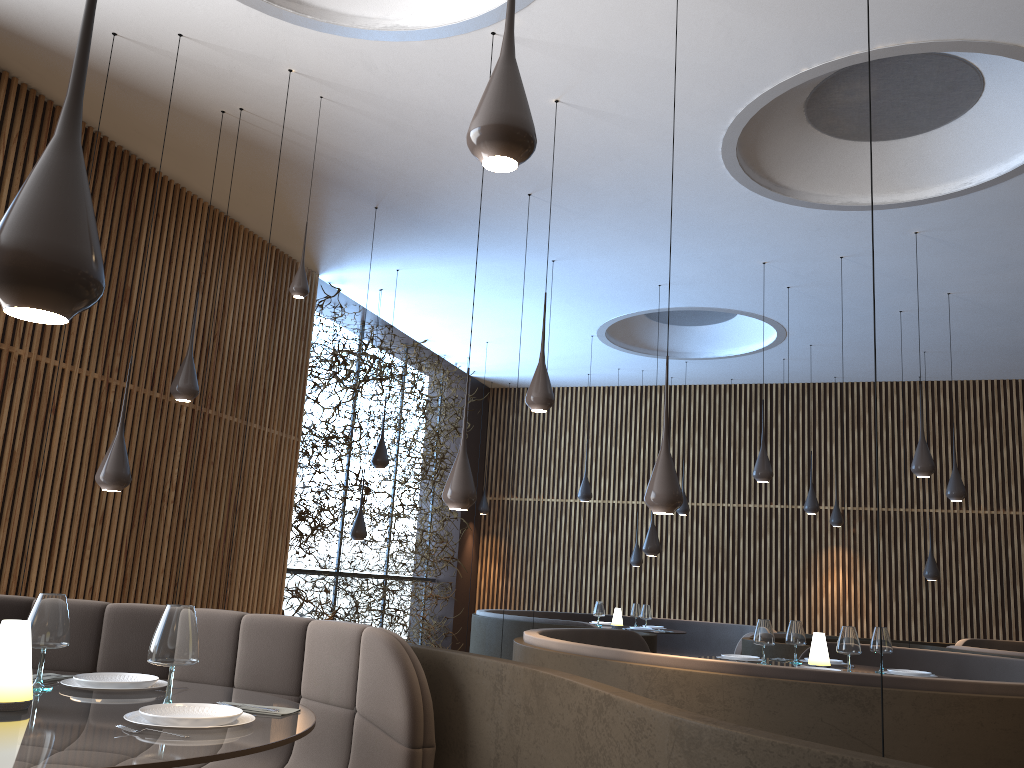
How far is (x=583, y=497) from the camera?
11.4 meters

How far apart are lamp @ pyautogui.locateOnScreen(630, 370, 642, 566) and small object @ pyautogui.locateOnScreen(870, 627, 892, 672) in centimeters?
704cm

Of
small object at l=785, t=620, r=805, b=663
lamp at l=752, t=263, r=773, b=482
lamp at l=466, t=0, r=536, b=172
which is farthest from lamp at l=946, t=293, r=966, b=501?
lamp at l=466, t=0, r=536, b=172

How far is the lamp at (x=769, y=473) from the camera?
8.43m

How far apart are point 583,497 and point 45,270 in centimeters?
1018cm

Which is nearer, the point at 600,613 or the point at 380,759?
the point at 380,759

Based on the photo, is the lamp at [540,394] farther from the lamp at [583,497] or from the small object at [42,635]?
the lamp at [583,497]

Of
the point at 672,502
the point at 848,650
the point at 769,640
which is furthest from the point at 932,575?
the point at 672,502

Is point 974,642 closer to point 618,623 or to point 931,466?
point 618,623

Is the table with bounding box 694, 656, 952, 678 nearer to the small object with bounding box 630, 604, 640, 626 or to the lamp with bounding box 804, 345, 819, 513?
the small object with bounding box 630, 604, 640, 626
